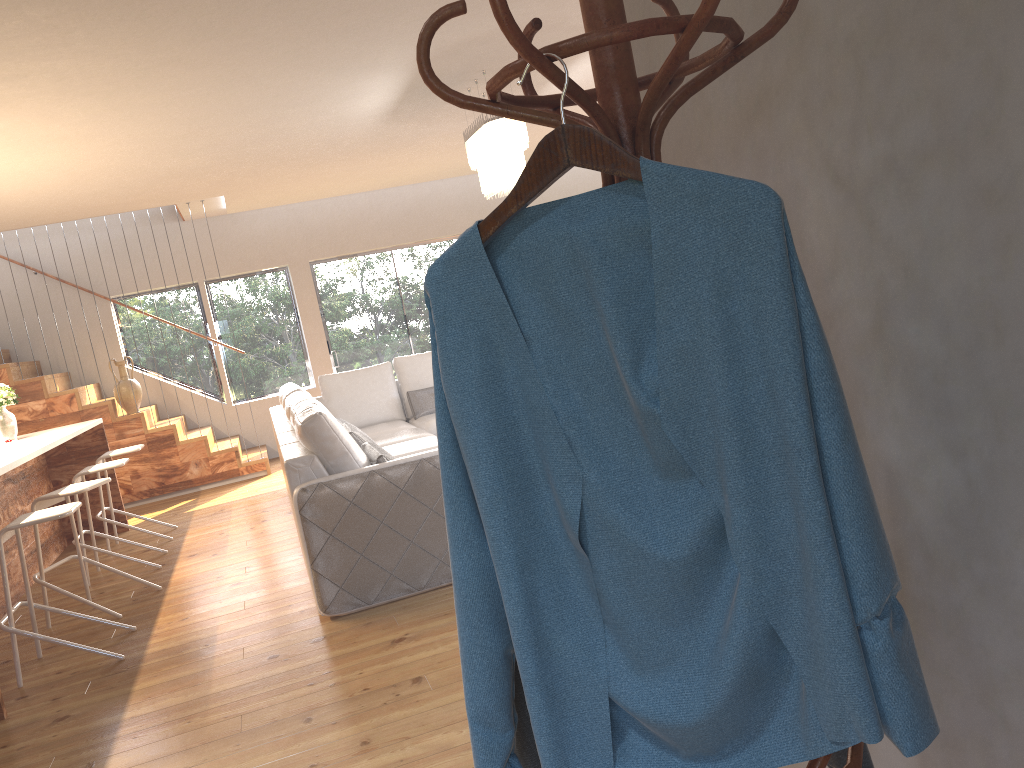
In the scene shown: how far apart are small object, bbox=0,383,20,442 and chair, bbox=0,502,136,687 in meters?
2.5 m

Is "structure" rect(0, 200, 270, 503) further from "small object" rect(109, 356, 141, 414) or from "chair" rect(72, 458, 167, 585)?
"chair" rect(72, 458, 167, 585)

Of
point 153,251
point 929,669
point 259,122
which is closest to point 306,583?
point 259,122

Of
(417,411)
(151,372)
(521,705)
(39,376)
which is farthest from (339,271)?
(521,705)

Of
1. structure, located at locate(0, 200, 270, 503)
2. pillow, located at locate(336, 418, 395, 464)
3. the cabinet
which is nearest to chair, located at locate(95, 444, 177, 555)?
the cabinet

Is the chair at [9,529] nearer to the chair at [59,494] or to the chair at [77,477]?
the chair at [59,494]

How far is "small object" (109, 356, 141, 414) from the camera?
8.7m

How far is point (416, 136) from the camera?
7.4 meters

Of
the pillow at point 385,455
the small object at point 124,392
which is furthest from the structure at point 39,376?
the pillow at point 385,455

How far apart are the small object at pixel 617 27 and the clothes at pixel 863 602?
0.12m
